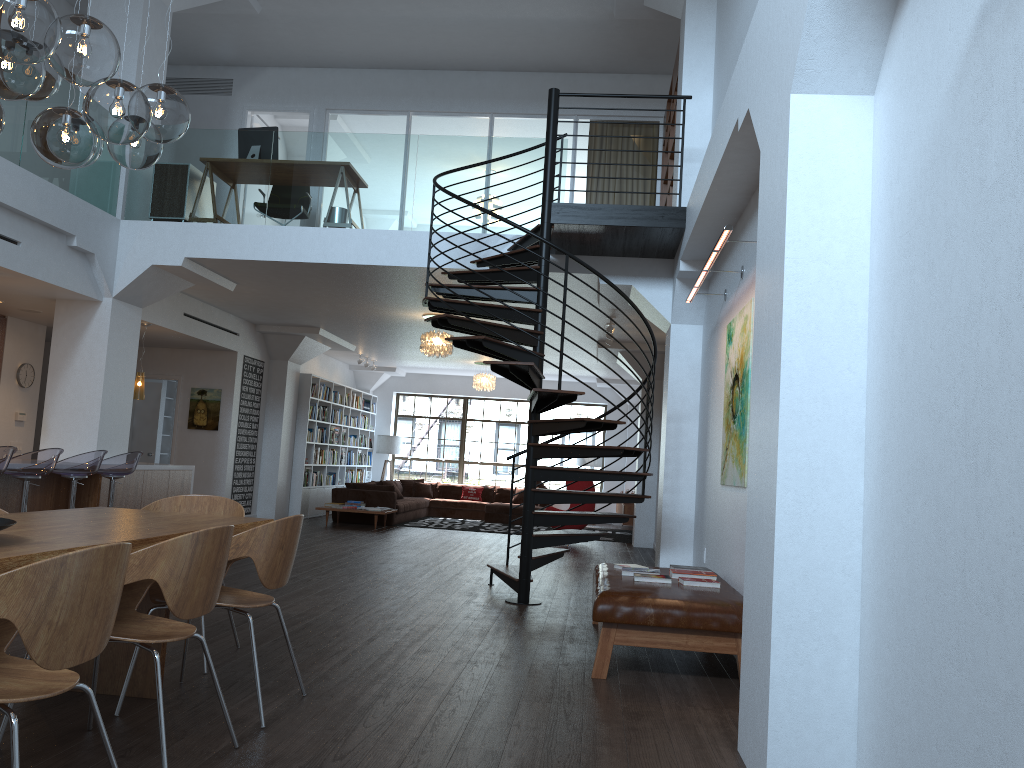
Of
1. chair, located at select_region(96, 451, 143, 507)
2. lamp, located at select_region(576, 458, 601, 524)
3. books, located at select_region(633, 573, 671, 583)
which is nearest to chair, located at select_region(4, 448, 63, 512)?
chair, located at select_region(96, 451, 143, 507)

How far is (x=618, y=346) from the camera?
13.0 meters

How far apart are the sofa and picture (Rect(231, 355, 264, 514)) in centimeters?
148cm

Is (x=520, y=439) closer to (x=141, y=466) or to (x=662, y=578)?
(x=141, y=466)

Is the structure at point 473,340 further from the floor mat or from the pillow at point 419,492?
the pillow at point 419,492

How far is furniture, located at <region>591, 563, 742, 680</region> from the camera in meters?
4.7 m

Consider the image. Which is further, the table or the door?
the door

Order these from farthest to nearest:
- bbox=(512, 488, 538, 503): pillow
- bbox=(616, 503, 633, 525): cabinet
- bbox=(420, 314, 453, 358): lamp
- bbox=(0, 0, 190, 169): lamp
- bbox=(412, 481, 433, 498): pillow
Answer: bbox=(412, 481, 433, 498): pillow → bbox=(512, 488, 538, 503): pillow → bbox=(616, 503, 633, 525): cabinet → bbox=(420, 314, 453, 358): lamp → bbox=(0, 0, 190, 169): lamp

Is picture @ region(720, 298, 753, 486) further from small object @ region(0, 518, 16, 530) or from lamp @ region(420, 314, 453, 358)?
lamp @ region(420, 314, 453, 358)

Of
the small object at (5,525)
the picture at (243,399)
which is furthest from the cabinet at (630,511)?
the small object at (5,525)
